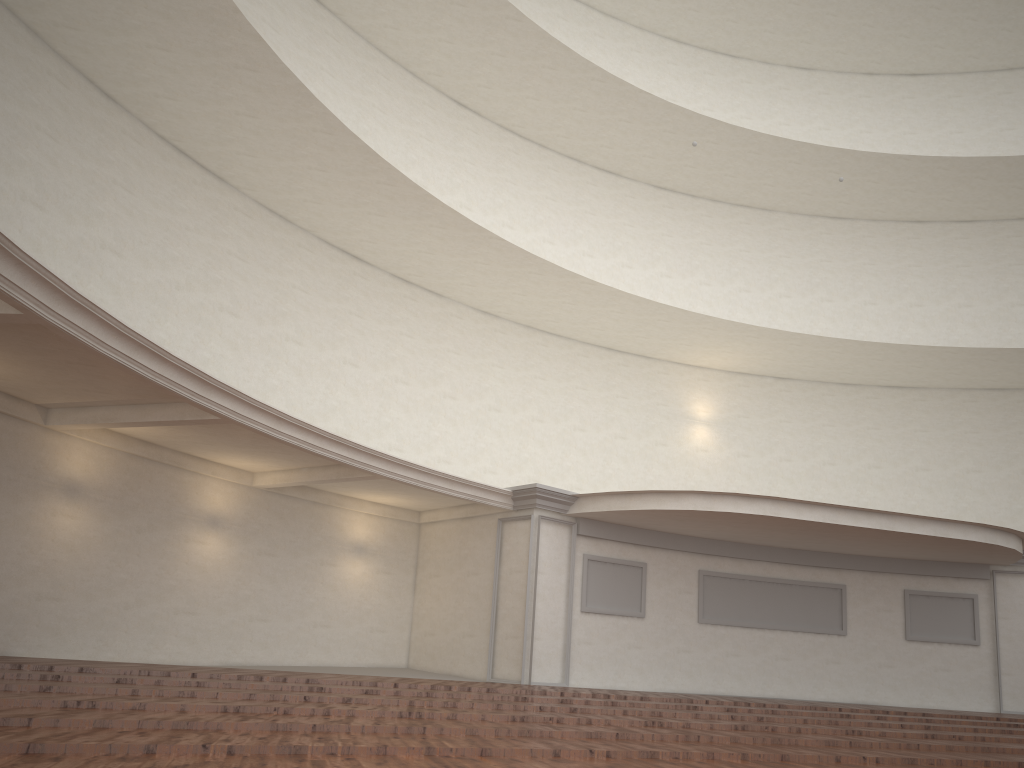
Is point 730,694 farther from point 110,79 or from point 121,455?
point 110,79
